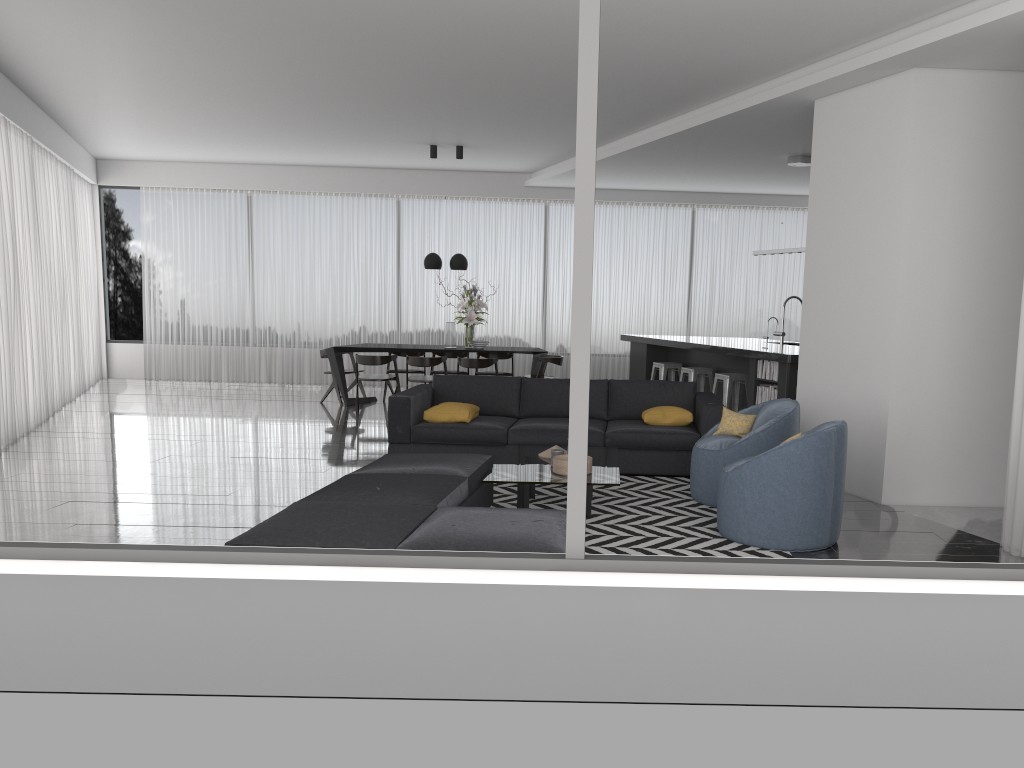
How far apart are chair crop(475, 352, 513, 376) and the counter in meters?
1.6

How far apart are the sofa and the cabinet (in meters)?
1.07

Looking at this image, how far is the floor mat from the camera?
4.9m

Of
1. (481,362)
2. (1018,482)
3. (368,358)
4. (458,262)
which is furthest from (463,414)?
(458,262)

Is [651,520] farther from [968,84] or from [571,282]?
[571,282]

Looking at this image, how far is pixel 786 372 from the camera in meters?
→ 8.0

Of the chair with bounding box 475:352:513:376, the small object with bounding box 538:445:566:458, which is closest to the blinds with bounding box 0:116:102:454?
the small object with bounding box 538:445:566:458

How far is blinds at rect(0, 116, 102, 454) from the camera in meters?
8.2 m

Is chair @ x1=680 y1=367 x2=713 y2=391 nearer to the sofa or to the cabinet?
the cabinet

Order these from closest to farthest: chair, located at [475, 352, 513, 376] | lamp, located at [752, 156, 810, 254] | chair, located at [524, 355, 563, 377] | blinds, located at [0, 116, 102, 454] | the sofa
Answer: the sofa < blinds, located at [0, 116, 102, 454] < lamp, located at [752, 156, 810, 254] < chair, located at [524, 355, 563, 377] < chair, located at [475, 352, 513, 376]
